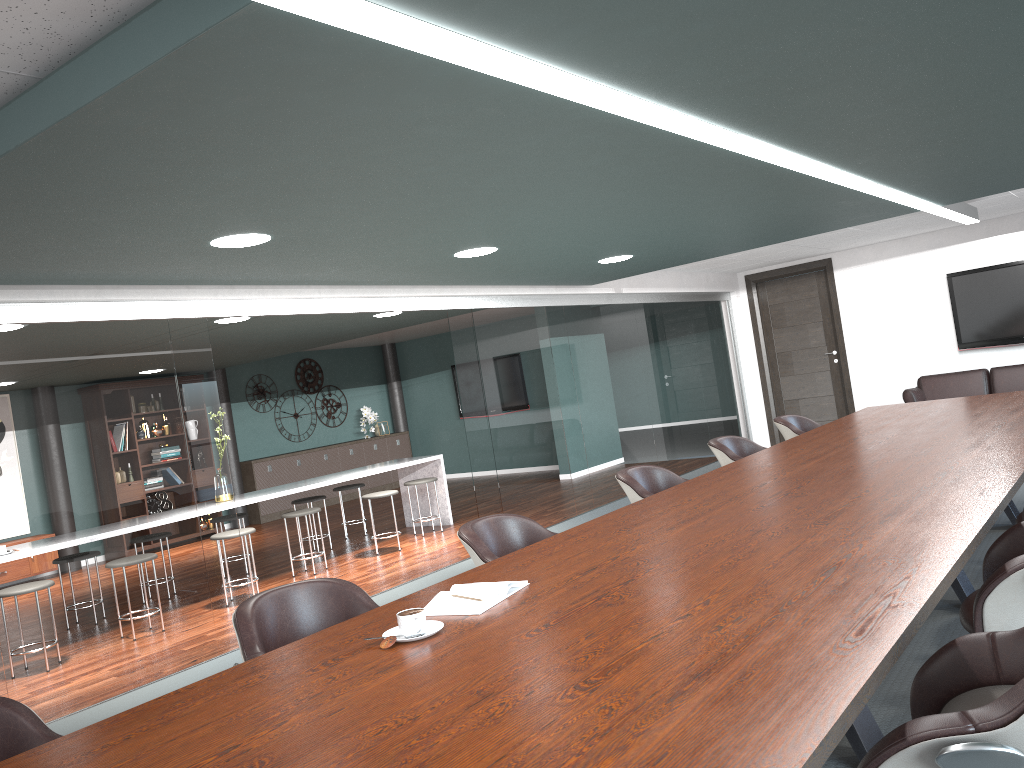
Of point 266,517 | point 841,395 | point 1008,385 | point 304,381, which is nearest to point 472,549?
point 1008,385

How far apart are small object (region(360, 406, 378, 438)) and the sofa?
7.6m

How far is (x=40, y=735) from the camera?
1.9 meters

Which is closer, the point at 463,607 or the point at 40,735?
the point at 40,735

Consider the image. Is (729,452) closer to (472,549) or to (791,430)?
(791,430)

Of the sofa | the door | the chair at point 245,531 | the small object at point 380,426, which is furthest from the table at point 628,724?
the small object at point 380,426

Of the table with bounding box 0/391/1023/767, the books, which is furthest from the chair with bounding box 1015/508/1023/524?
the books

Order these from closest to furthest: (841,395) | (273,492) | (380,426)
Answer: (273,492), (841,395), (380,426)

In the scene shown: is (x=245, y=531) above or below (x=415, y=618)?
below

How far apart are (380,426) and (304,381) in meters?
1.4 m
